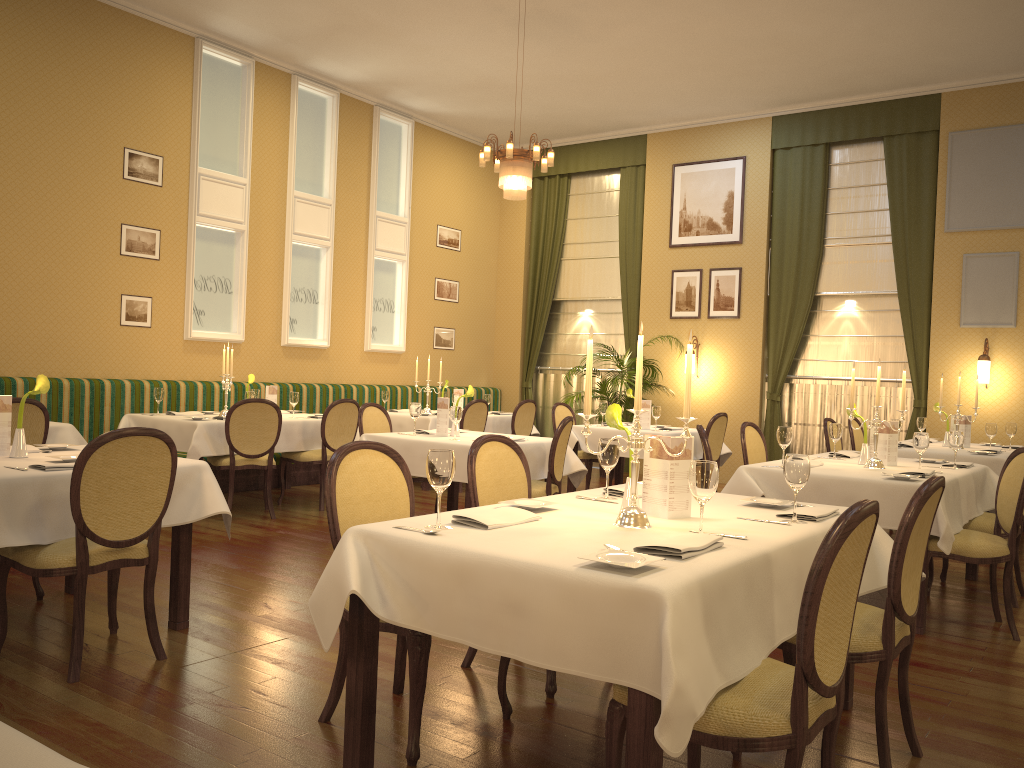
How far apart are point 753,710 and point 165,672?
2.4m

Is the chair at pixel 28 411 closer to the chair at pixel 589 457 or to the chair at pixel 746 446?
the chair at pixel 746 446

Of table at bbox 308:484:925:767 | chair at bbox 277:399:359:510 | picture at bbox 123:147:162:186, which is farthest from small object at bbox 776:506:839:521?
picture at bbox 123:147:162:186

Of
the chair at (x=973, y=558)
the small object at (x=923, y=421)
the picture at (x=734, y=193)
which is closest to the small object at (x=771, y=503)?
the chair at (x=973, y=558)

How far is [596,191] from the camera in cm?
1209

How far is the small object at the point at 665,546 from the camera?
2.3 meters

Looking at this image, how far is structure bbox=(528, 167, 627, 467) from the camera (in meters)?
11.96

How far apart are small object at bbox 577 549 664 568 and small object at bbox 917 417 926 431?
6.7m

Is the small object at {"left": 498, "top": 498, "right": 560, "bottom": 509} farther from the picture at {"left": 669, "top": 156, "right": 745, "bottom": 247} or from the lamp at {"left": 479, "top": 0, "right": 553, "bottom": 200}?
the picture at {"left": 669, "top": 156, "right": 745, "bottom": 247}

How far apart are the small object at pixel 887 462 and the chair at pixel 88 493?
4.0m
